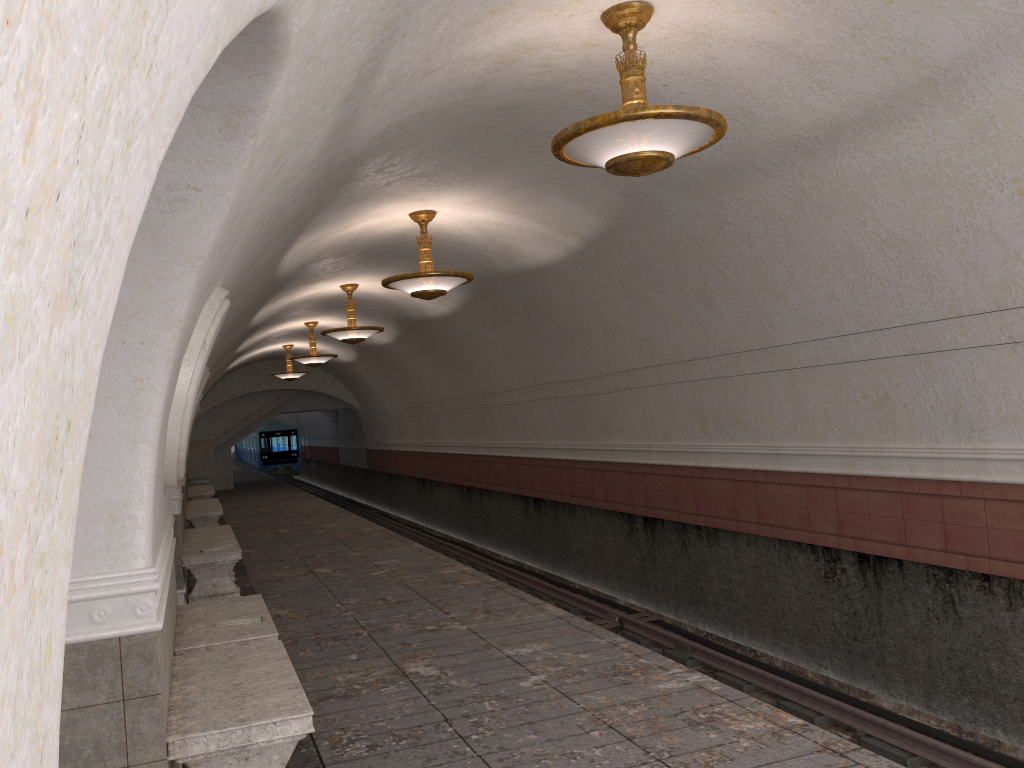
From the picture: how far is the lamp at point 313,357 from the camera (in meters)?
18.37

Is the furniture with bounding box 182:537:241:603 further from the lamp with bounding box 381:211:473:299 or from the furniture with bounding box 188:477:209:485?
the furniture with bounding box 188:477:209:485

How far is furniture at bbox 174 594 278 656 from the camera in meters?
5.4 m

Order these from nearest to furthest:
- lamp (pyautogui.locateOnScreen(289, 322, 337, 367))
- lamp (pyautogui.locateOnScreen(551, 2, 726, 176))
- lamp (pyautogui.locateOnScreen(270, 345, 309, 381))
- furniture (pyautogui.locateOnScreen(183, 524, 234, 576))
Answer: lamp (pyautogui.locateOnScreen(551, 2, 726, 176)) < furniture (pyautogui.locateOnScreen(183, 524, 234, 576)) < lamp (pyautogui.locateOnScreen(289, 322, 337, 367)) < lamp (pyautogui.locateOnScreen(270, 345, 309, 381))

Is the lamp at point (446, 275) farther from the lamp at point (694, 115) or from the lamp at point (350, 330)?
the lamp at point (350, 330)

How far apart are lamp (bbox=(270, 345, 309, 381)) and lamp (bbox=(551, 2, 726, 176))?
18.5m

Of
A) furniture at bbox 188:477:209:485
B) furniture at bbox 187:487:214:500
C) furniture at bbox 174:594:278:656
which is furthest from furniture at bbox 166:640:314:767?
furniture at bbox 188:477:209:485

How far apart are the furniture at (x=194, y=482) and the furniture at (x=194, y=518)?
11.5m

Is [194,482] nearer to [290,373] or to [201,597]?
[290,373]

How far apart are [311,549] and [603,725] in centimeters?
882cm
